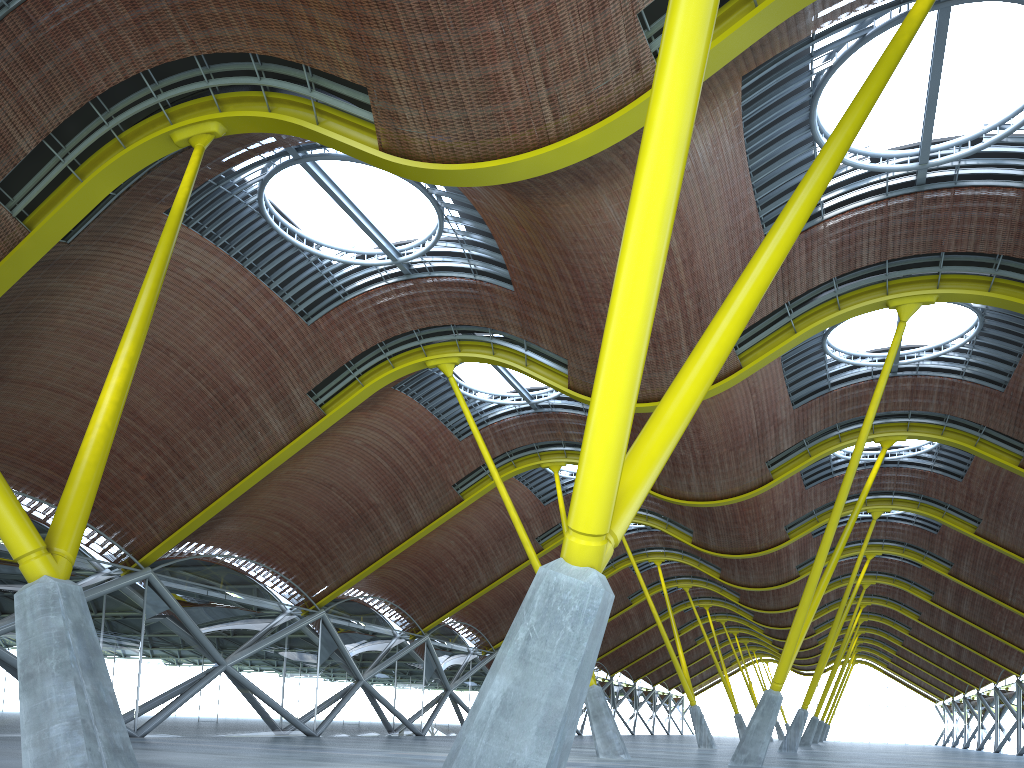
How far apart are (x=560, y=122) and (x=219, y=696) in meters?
28.3
